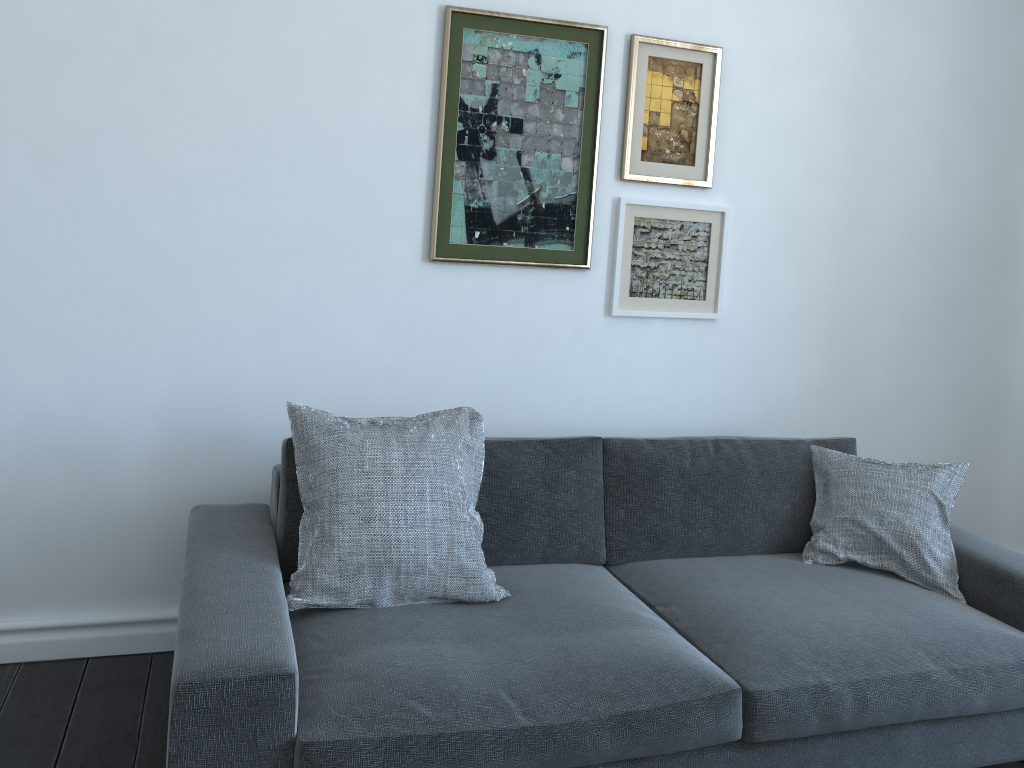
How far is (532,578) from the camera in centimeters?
247cm

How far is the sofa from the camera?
1.76m

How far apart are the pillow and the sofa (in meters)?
0.02

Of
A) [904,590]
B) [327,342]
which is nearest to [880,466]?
[904,590]

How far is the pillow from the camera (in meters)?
2.17

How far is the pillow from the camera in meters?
2.2 m

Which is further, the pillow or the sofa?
the pillow

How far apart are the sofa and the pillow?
0.0 meters

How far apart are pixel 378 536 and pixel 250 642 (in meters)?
0.47

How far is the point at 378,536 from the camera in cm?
217
